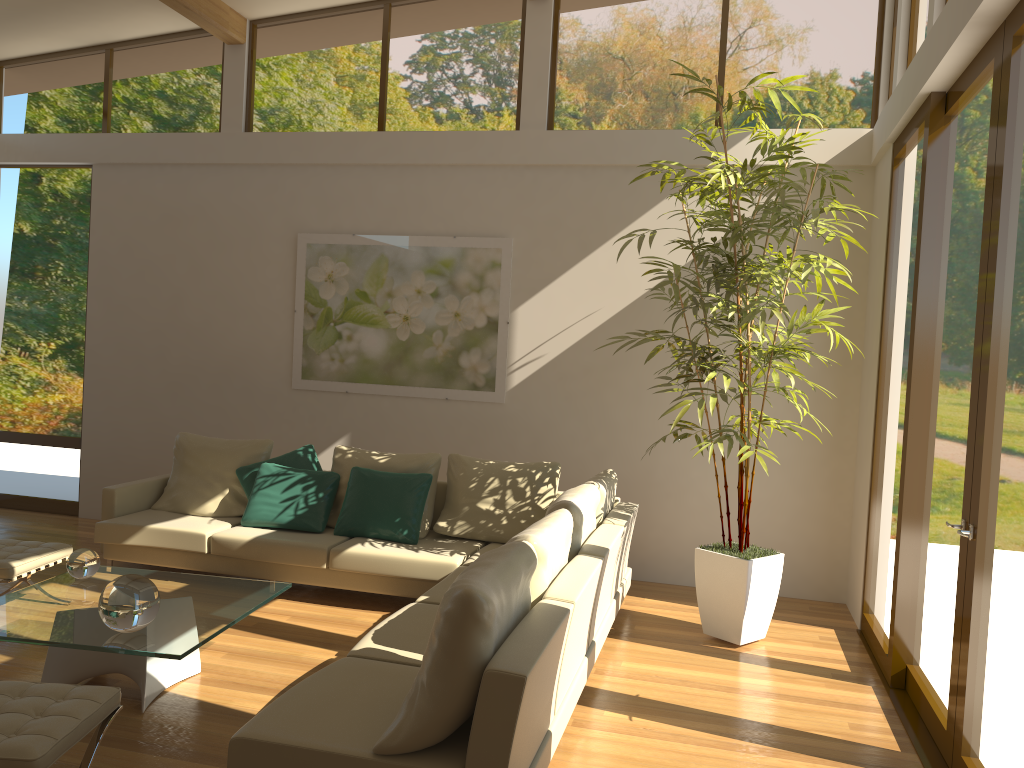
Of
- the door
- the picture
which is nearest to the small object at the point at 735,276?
the door

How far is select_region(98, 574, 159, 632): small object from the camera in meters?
3.6 m

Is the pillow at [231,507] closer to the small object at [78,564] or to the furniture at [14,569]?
the furniture at [14,569]

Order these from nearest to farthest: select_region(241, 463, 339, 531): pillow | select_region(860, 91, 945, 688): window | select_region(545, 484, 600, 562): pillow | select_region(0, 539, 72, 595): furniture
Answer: select_region(545, 484, 600, 562): pillow
select_region(860, 91, 945, 688): window
select_region(0, 539, 72, 595): furniture
select_region(241, 463, 339, 531): pillow

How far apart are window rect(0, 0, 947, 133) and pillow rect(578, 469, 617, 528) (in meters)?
2.69

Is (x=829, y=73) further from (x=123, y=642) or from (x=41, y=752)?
(x=41, y=752)

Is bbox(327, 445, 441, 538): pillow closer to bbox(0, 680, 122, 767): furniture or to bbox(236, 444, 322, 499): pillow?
bbox(236, 444, 322, 499): pillow

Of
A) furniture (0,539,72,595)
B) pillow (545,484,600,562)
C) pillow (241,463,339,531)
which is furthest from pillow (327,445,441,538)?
furniture (0,539,72,595)

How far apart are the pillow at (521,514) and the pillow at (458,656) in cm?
254

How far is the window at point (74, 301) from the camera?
7.9 meters
